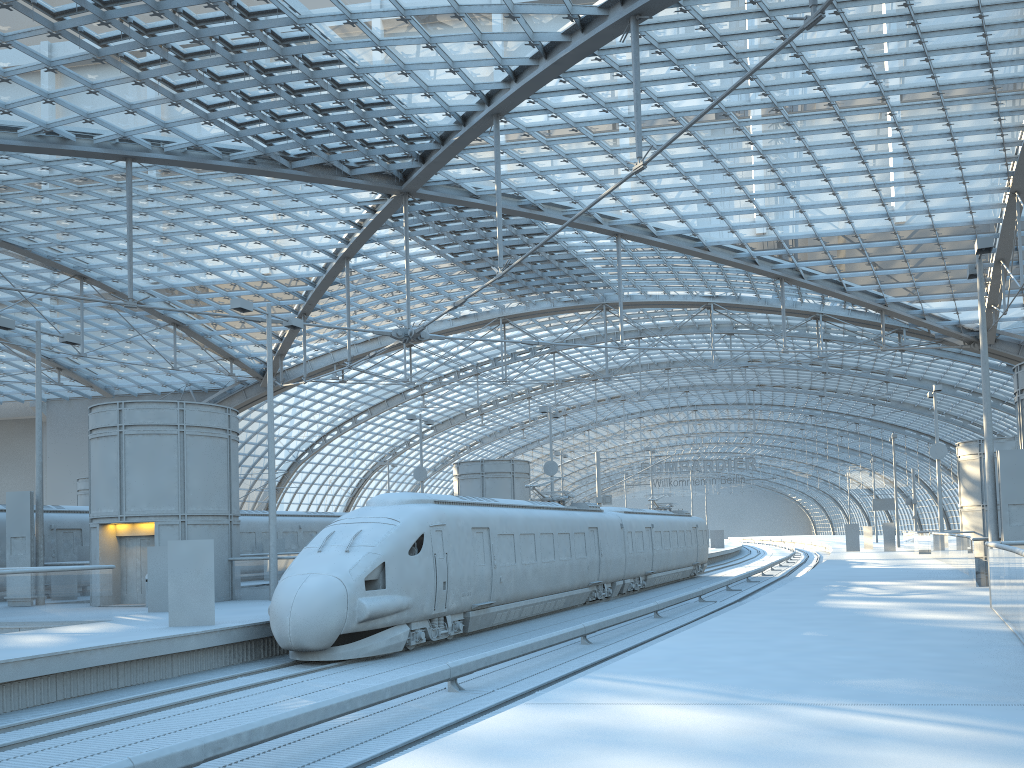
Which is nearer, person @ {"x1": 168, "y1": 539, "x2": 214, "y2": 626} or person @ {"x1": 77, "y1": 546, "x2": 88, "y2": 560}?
person @ {"x1": 168, "y1": 539, "x2": 214, "y2": 626}

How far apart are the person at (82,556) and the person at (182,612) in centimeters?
1380cm

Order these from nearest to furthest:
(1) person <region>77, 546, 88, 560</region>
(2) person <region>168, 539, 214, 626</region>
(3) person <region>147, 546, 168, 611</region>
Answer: (2) person <region>168, 539, 214, 626</region> < (3) person <region>147, 546, 168, 611</region> < (1) person <region>77, 546, 88, 560</region>

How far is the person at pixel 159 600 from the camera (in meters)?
20.56

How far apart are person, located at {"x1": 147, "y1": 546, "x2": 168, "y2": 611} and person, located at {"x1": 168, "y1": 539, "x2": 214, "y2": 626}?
4.4 meters

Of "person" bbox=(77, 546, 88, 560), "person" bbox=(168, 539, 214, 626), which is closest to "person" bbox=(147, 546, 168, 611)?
"person" bbox=(168, 539, 214, 626)

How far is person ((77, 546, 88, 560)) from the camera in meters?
28.3 m

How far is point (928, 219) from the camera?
41.6 meters

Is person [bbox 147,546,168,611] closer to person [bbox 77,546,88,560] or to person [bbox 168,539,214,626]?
person [bbox 168,539,214,626]

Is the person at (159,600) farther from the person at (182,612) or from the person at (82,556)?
the person at (82,556)
